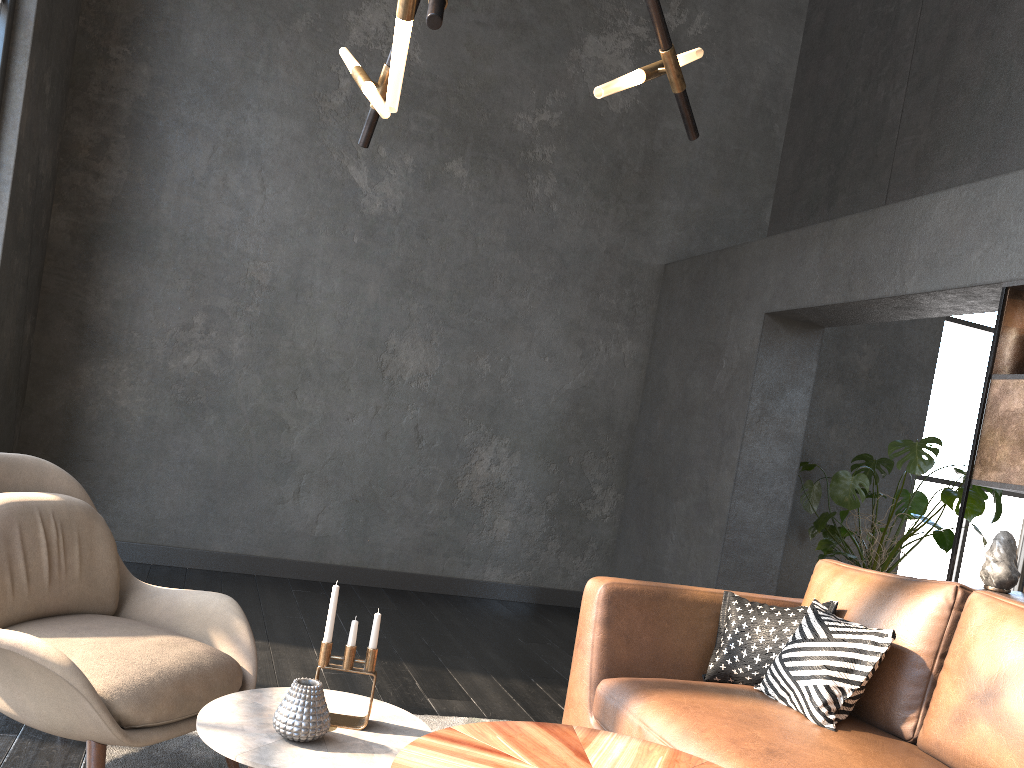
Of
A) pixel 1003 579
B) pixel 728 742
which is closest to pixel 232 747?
pixel 728 742

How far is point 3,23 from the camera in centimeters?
404cm

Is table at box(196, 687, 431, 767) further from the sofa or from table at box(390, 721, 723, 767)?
the sofa

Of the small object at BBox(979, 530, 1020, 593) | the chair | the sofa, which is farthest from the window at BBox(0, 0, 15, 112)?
the small object at BBox(979, 530, 1020, 593)

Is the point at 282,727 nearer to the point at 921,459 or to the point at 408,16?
the point at 408,16

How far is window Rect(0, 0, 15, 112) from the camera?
4.0 meters

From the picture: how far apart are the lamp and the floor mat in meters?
1.8 m

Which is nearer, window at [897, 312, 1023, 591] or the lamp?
the lamp

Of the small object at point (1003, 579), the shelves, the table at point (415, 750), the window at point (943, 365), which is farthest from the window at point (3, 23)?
the window at point (943, 365)

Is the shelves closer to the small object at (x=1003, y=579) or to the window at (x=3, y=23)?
the small object at (x=1003, y=579)
